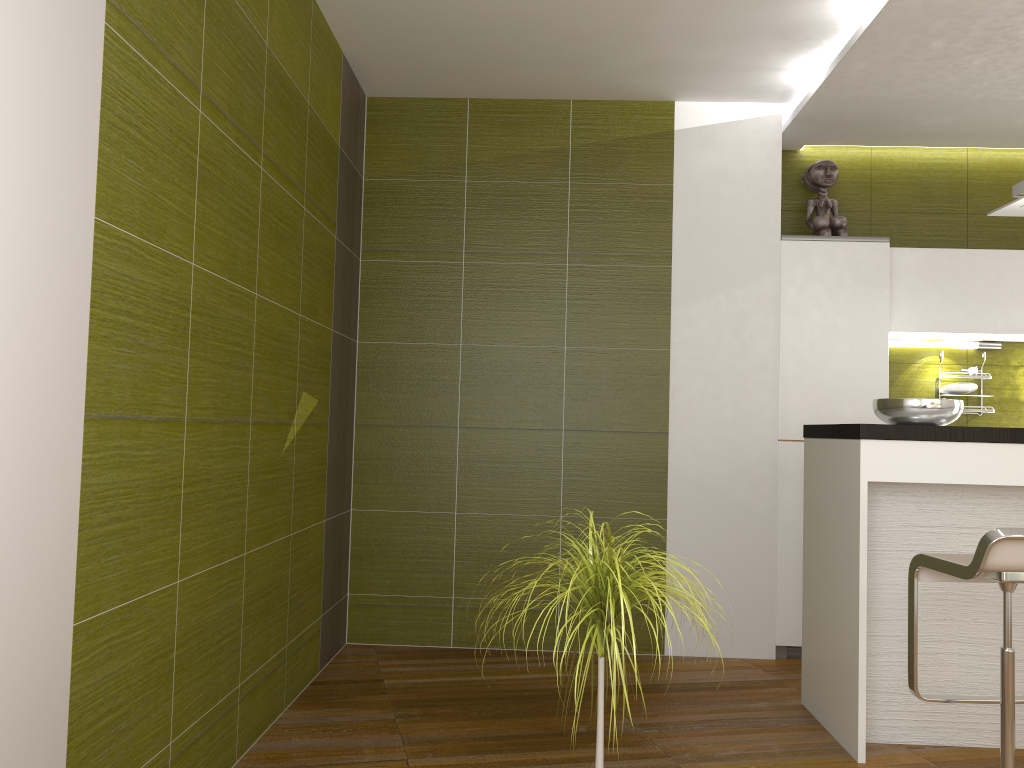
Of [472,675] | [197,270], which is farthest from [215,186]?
[472,675]

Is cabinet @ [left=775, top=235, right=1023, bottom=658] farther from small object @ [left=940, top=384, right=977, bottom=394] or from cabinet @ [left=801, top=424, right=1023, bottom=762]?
cabinet @ [left=801, top=424, right=1023, bottom=762]

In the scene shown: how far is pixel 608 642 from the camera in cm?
204

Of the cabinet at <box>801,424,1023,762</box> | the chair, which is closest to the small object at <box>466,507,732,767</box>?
the chair

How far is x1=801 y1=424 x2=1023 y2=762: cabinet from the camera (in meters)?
3.00

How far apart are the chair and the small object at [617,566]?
1.0 meters

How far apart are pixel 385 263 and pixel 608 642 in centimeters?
284cm

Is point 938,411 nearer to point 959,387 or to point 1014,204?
point 1014,204

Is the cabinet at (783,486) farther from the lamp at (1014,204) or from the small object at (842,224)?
the lamp at (1014,204)

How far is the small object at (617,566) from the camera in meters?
1.9
